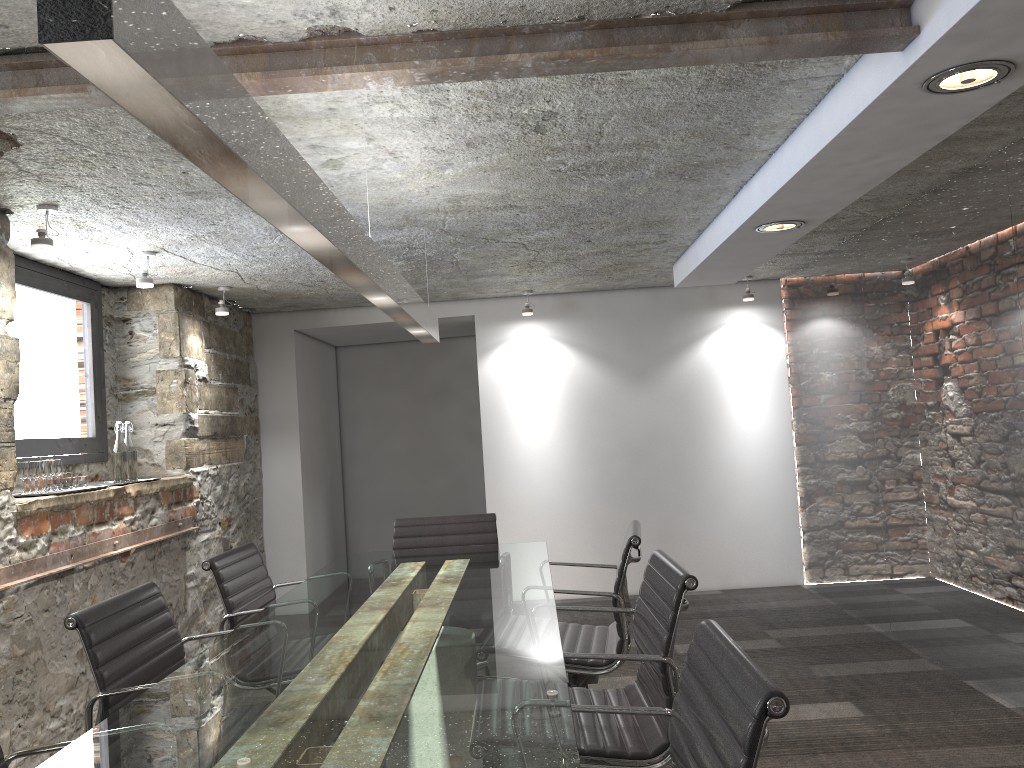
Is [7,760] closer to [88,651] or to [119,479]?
[88,651]

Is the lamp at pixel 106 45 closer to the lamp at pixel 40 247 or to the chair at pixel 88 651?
the chair at pixel 88 651

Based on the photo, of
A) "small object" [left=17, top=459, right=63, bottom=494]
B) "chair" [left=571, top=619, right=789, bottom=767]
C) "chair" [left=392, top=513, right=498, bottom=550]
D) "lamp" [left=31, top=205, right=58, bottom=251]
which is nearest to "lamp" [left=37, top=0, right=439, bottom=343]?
"chair" [left=392, top=513, right=498, bottom=550]

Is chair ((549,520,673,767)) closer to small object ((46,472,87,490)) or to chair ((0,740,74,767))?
chair ((0,740,74,767))

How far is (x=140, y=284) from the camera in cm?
409

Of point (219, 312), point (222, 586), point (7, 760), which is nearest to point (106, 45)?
point (7, 760)

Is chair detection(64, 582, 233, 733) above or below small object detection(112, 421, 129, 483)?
below

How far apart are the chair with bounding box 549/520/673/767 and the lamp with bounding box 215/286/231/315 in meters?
2.9

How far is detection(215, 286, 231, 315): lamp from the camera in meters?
5.1 m

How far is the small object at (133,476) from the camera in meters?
4.4
